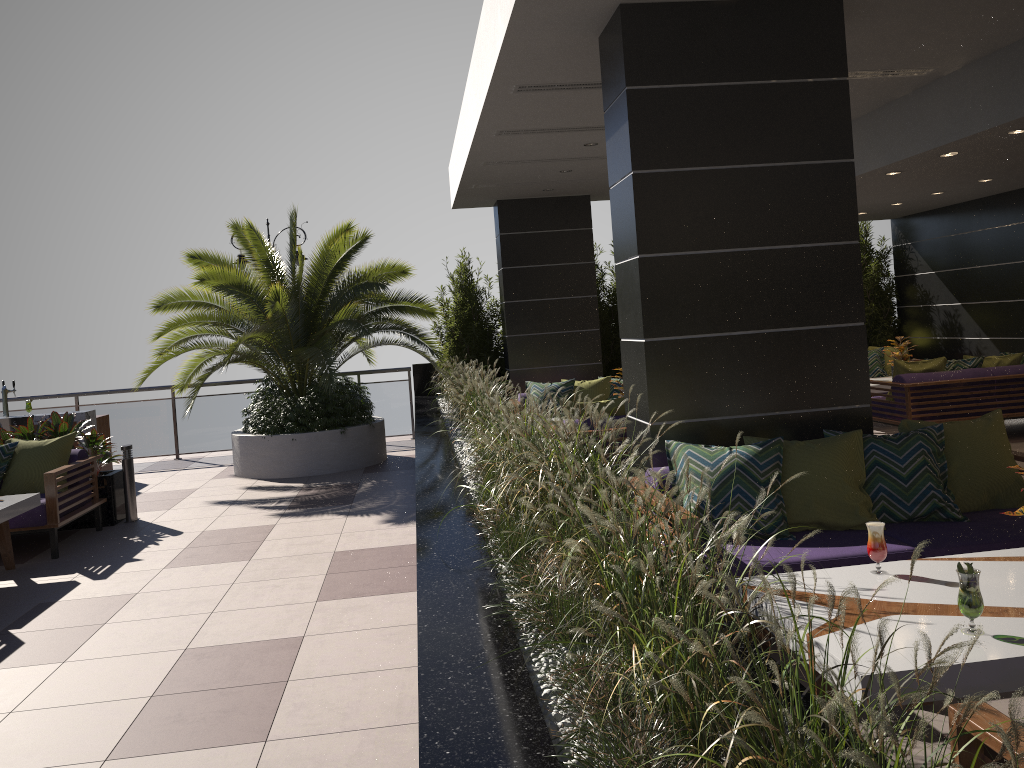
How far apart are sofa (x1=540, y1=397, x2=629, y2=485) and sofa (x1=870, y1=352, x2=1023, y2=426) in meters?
3.5

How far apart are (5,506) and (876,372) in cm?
1041

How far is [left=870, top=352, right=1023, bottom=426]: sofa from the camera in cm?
908

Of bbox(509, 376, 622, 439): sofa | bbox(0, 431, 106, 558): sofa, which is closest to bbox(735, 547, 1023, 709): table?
bbox(0, 431, 106, 558): sofa

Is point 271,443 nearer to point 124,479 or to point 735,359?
point 124,479

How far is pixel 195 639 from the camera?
4.80m

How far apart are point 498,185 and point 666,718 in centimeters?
924cm

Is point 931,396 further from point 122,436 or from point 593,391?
point 122,436

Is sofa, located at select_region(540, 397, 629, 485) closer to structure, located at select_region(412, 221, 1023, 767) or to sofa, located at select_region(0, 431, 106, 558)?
structure, located at select_region(412, 221, 1023, 767)

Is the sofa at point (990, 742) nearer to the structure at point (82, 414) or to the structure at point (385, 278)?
the structure at point (385, 278)
